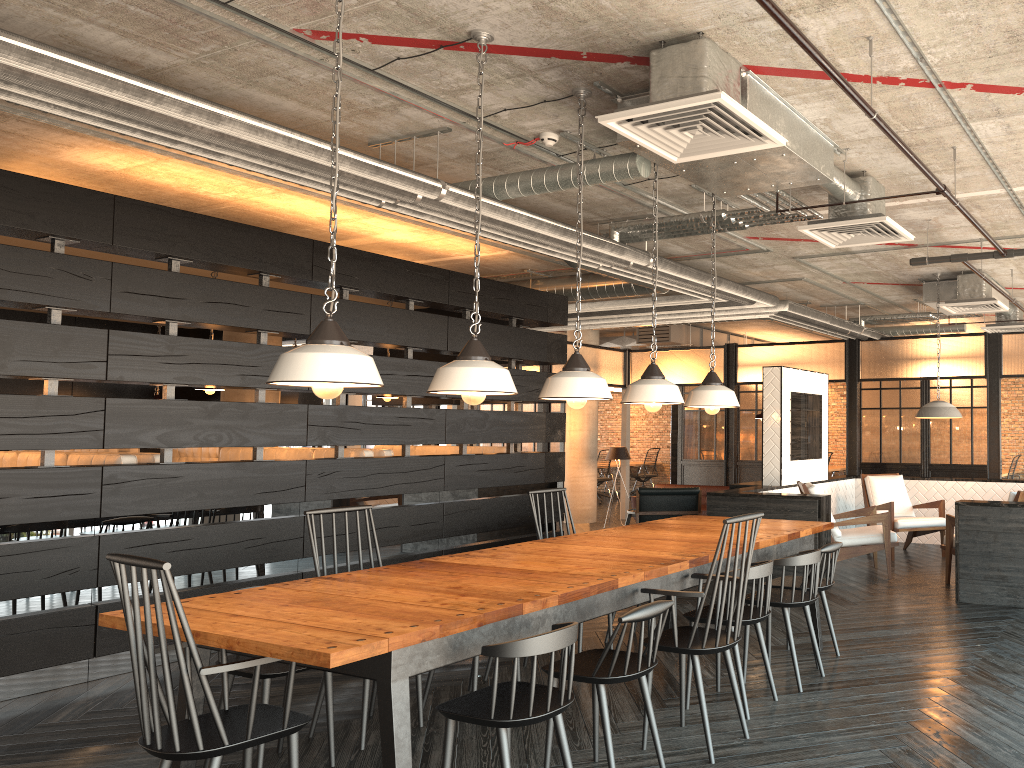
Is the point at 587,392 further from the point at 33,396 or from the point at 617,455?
the point at 617,455

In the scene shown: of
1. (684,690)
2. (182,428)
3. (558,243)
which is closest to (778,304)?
(558,243)

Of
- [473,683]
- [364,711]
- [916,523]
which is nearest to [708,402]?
[473,683]

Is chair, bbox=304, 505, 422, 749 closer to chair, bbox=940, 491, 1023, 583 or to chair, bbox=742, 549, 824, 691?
chair, bbox=742, 549, 824, 691

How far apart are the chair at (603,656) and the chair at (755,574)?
0.7m

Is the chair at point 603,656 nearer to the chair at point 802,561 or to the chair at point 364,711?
the chair at point 364,711

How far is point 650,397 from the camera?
4.5 meters

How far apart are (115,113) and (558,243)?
3.0 meters

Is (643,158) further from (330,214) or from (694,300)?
(694,300)

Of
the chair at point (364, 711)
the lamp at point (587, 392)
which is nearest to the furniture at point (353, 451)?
the chair at point (364, 711)
